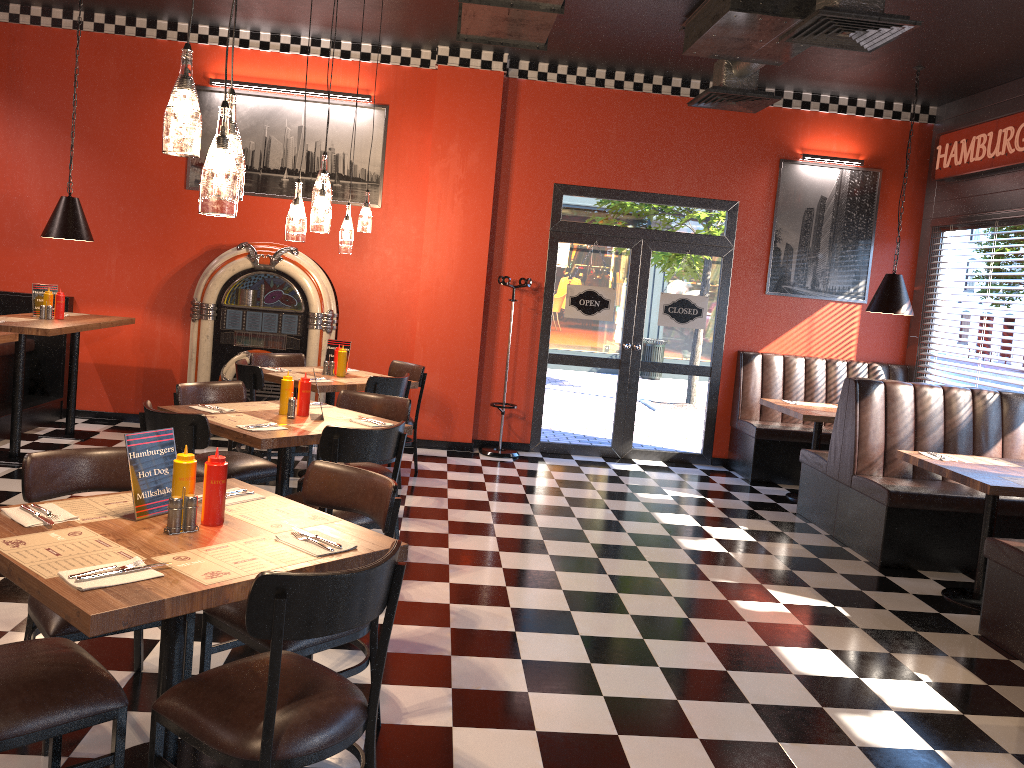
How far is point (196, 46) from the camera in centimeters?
791cm

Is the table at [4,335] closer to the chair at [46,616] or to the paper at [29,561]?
the chair at [46,616]

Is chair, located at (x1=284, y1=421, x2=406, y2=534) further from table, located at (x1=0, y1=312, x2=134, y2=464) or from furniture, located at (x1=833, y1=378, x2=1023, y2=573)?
furniture, located at (x1=833, y1=378, x2=1023, y2=573)

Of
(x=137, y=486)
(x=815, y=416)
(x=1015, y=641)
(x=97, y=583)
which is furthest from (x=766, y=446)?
(x=97, y=583)

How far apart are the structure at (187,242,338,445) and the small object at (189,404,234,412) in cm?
304

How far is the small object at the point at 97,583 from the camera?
2.2m

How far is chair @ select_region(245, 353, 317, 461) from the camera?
7.1m

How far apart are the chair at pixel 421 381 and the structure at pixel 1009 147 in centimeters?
501cm

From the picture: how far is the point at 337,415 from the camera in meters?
4.9 m

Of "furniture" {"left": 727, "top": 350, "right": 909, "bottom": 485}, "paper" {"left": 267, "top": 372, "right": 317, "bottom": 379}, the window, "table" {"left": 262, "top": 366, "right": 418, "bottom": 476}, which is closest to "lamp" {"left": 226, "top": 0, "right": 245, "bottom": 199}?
"table" {"left": 262, "top": 366, "right": 418, "bottom": 476}
